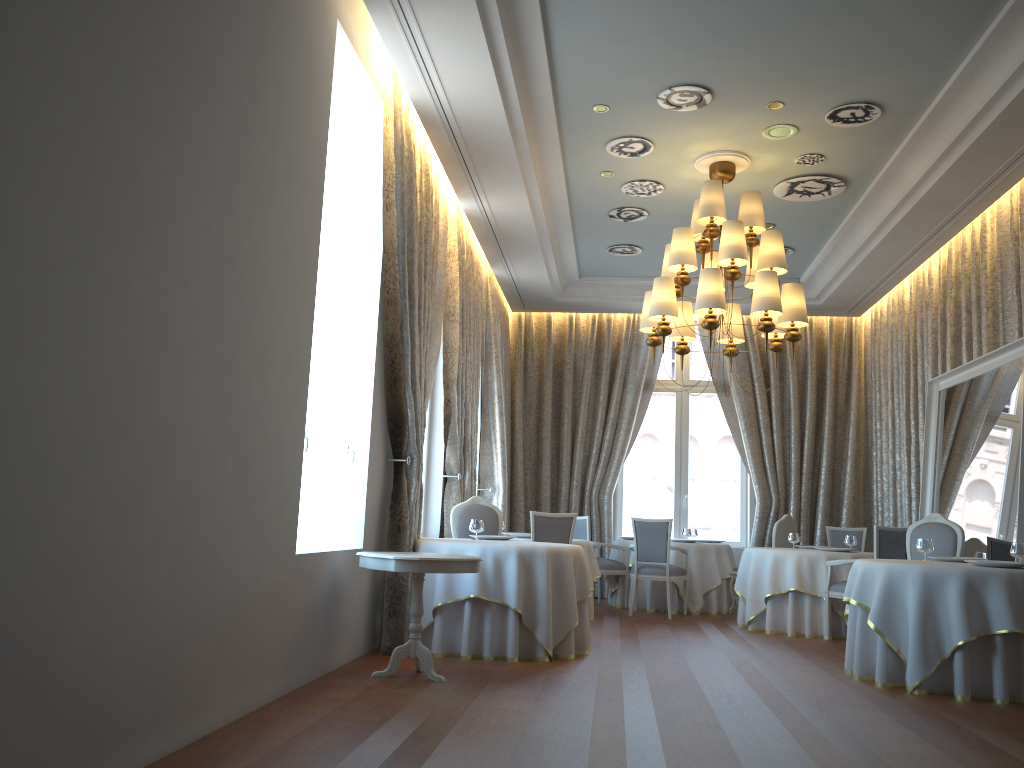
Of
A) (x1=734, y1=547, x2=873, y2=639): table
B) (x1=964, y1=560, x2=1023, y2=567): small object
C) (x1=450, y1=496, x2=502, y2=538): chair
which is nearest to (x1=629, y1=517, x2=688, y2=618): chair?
(x1=734, y1=547, x2=873, y2=639): table

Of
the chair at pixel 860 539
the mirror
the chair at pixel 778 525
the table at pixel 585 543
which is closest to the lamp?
the mirror

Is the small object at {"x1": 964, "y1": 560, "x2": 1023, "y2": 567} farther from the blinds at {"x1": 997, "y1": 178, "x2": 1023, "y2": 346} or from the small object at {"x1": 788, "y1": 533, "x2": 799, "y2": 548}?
the small object at {"x1": 788, "y1": 533, "x2": 799, "y2": 548}

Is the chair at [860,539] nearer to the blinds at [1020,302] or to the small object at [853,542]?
the small object at [853,542]

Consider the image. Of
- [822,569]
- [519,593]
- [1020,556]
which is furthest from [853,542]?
[519,593]

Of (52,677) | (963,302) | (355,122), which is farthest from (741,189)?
(52,677)

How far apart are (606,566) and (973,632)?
5.50m

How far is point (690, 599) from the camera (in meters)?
10.59

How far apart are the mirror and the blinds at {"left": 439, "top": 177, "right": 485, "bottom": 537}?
4.61m

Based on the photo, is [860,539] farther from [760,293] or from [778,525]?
[760,293]
